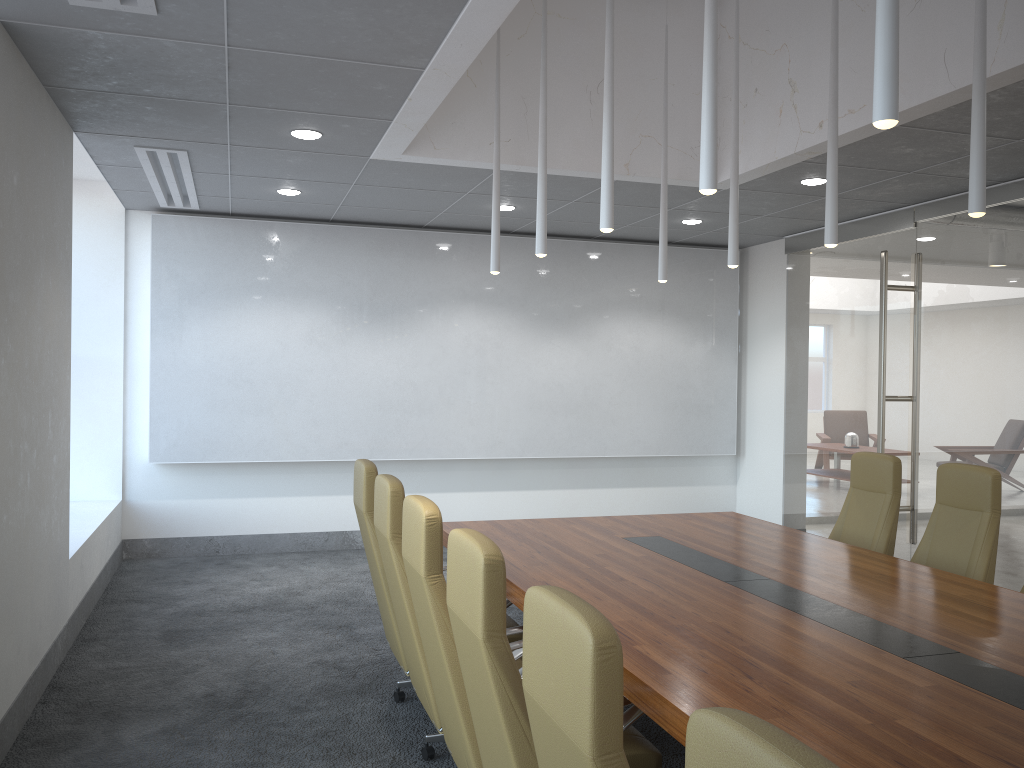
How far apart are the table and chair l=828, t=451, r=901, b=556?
0.5 meters

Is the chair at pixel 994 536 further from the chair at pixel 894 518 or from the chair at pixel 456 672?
the chair at pixel 456 672

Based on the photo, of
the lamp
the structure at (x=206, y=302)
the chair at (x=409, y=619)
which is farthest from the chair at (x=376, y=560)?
the structure at (x=206, y=302)

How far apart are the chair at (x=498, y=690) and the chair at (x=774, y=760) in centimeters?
120cm

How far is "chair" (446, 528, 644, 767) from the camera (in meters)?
2.50

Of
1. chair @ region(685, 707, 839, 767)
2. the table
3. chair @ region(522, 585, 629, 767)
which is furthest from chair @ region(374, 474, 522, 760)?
chair @ region(685, 707, 839, 767)

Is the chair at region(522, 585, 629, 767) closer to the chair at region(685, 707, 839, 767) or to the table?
the chair at region(685, 707, 839, 767)

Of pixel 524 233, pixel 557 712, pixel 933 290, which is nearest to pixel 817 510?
pixel 933 290

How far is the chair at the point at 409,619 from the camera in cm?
401

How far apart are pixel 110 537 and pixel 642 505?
5.8 meters
